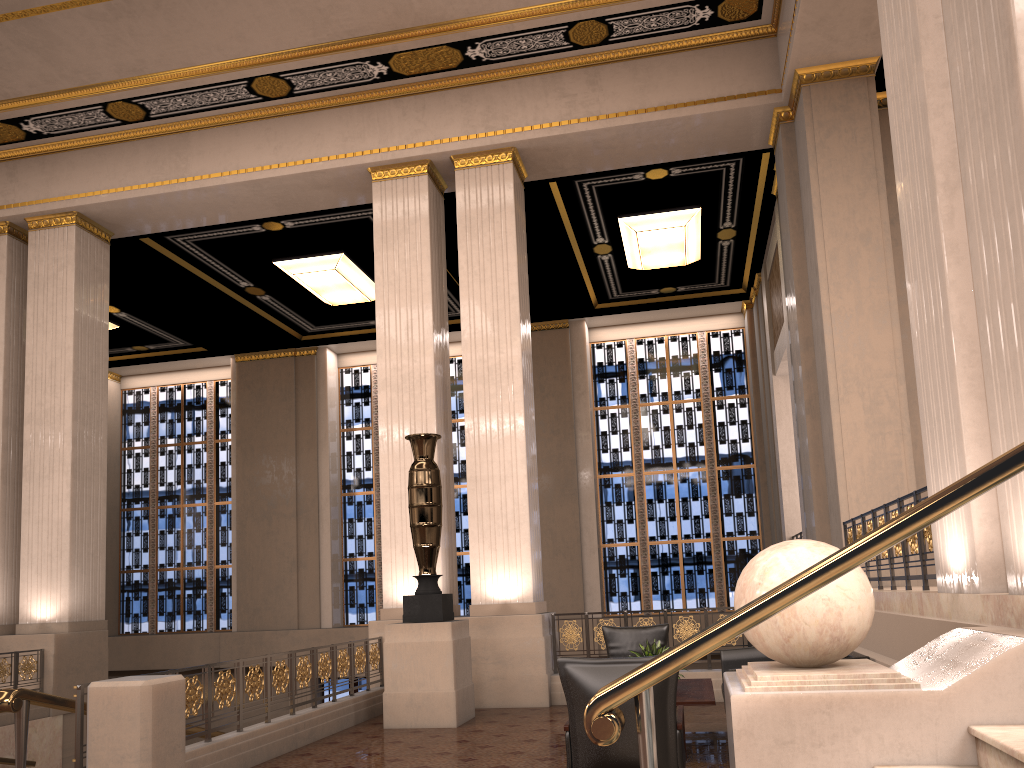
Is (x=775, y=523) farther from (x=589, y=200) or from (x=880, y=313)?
(x=880, y=313)

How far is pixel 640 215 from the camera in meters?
12.9

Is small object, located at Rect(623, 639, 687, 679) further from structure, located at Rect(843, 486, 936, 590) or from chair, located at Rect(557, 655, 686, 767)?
structure, located at Rect(843, 486, 936, 590)

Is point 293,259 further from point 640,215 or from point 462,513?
point 462,513

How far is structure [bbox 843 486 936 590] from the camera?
5.4 meters

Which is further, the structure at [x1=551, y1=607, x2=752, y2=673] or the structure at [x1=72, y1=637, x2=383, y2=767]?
the structure at [x1=551, y1=607, x2=752, y2=673]

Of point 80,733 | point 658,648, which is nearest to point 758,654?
point 658,648

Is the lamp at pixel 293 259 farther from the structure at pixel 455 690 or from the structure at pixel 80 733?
the structure at pixel 80 733

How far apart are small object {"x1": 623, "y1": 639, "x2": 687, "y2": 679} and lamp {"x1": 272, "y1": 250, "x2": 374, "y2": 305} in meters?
9.1

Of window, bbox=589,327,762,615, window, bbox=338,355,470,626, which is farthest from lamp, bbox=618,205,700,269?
window, bbox=338,355,470,626
